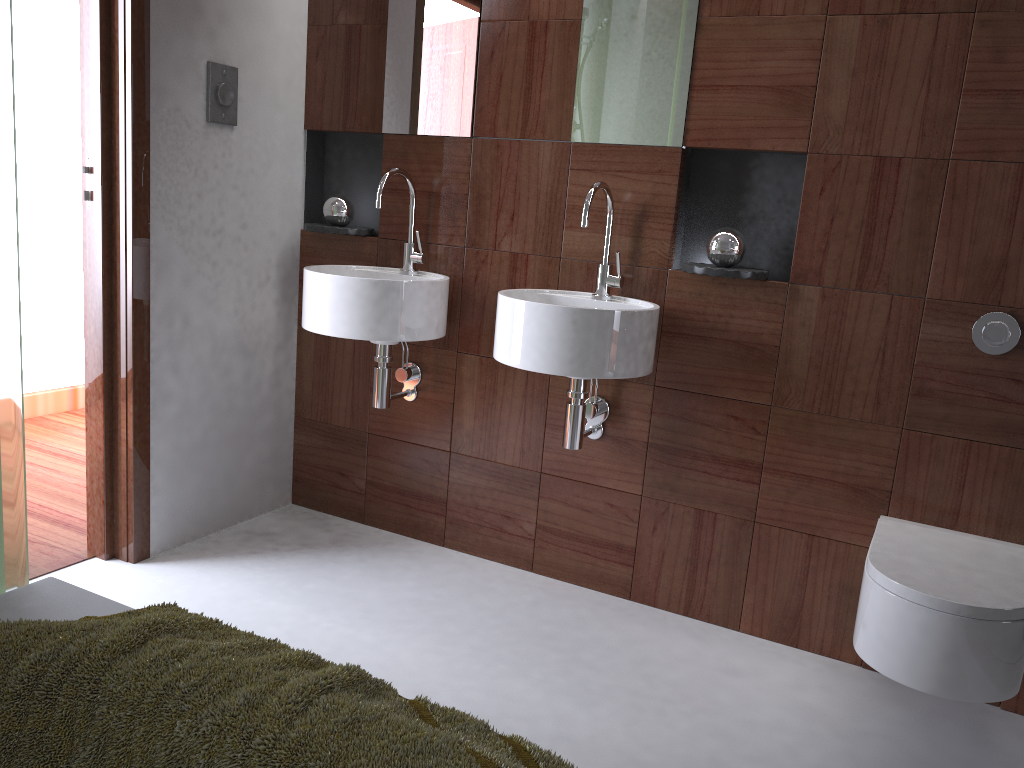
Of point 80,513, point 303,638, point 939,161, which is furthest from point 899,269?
point 80,513

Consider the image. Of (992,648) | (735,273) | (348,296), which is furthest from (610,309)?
(992,648)

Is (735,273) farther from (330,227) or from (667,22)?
(330,227)

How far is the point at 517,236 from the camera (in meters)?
2.56

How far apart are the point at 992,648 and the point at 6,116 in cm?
187

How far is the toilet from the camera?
1.6 meters

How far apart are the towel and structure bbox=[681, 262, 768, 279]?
1.4m

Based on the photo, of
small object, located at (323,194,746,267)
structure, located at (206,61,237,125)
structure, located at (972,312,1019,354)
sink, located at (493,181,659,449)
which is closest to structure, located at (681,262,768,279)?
small object, located at (323,194,746,267)

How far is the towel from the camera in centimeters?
96cm

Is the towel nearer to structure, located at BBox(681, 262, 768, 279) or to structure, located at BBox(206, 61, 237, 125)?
structure, located at BBox(681, 262, 768, 279)
